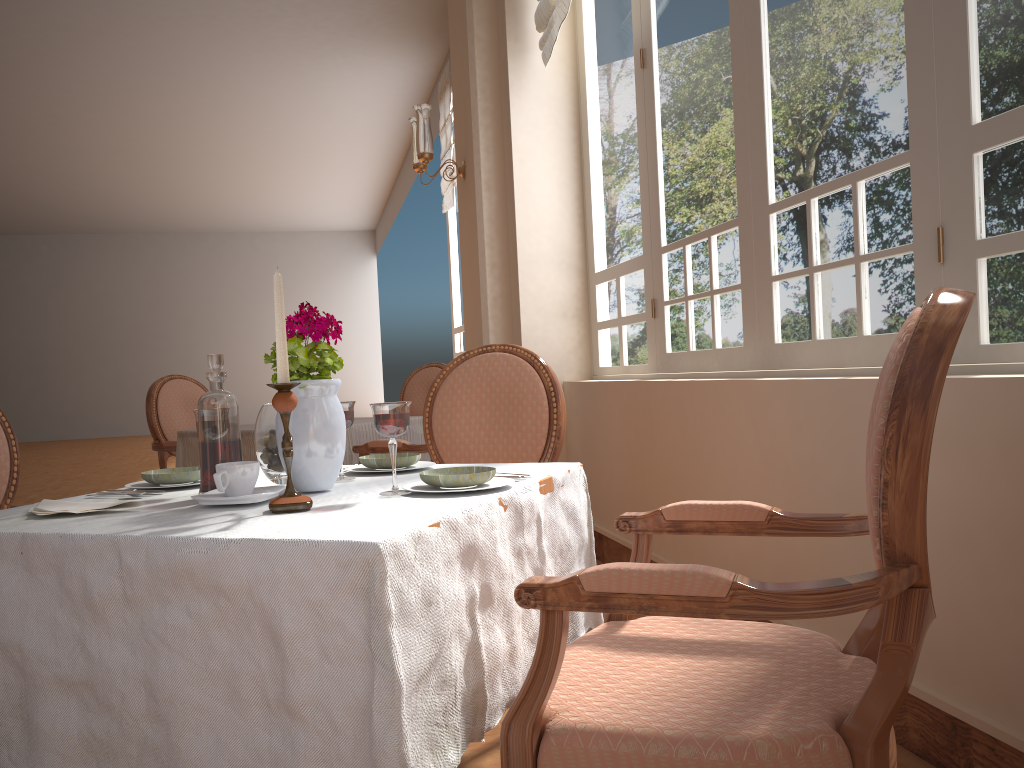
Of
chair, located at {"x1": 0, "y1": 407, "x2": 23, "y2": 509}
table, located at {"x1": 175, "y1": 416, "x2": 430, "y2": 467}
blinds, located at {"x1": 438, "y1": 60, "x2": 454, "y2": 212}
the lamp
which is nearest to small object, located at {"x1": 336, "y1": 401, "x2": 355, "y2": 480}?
chair, located at {"x1": 0, "y1": 407, "x2": 23, "y2": 509}

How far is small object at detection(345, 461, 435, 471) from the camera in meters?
1.7

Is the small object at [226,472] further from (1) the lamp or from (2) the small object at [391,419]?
(1) the lamp

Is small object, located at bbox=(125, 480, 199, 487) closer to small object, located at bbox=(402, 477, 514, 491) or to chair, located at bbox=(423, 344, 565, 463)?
small object, located at bbox=(402, 477, 514, 491)

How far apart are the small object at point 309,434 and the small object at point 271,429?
0.09m

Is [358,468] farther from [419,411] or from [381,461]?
[419,411]

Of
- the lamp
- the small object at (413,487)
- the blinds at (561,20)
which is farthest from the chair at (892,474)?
the lamp

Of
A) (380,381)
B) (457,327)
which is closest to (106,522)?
(457,327)

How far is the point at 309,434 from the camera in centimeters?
135cm

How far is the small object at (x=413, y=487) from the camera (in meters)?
1.34
